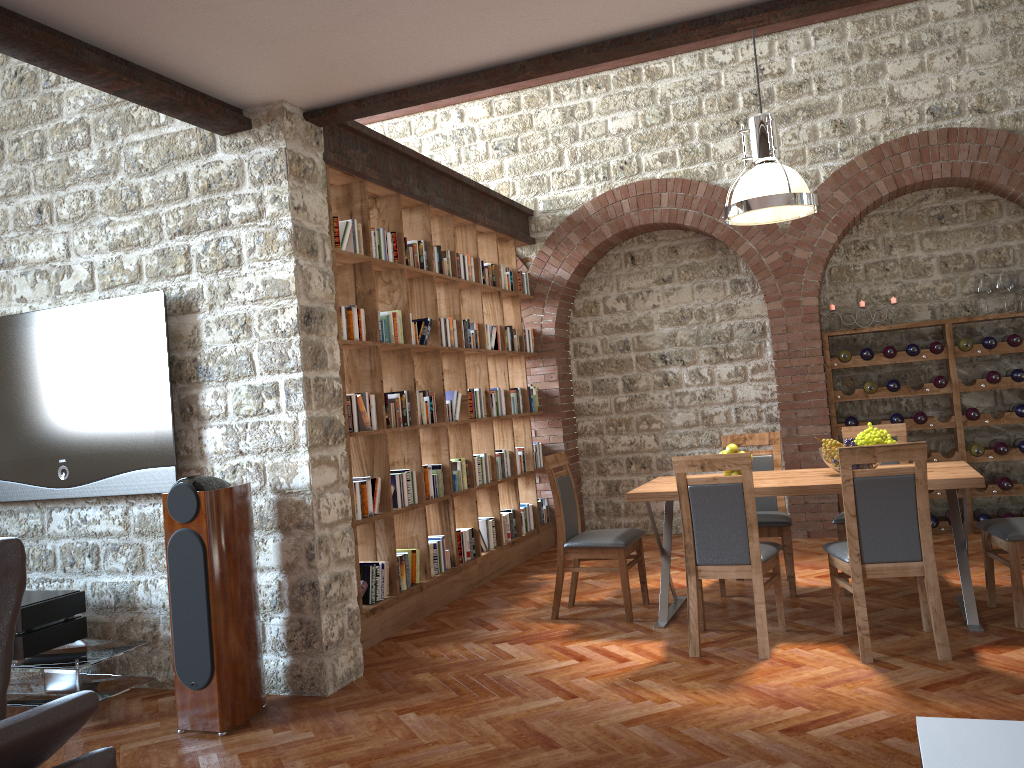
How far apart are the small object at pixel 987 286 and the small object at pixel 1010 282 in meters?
0.1

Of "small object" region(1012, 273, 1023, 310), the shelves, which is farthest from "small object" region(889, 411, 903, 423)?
"small object" region(1012, 273, 1023, 310)

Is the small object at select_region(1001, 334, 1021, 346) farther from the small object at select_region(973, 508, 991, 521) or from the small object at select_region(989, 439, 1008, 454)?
the small object at select_region(973, 508, 991, 521)

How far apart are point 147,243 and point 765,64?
5.4m

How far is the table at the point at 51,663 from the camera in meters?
4.2

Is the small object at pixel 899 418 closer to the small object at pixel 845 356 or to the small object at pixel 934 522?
the small object at pixel 845 356

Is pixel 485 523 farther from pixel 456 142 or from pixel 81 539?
pixel 456 142

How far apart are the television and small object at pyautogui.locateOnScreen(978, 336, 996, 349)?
5.9m

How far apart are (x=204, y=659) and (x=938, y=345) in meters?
5.8

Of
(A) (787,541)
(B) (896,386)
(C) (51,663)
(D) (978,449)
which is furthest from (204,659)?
(D) (978,449)
